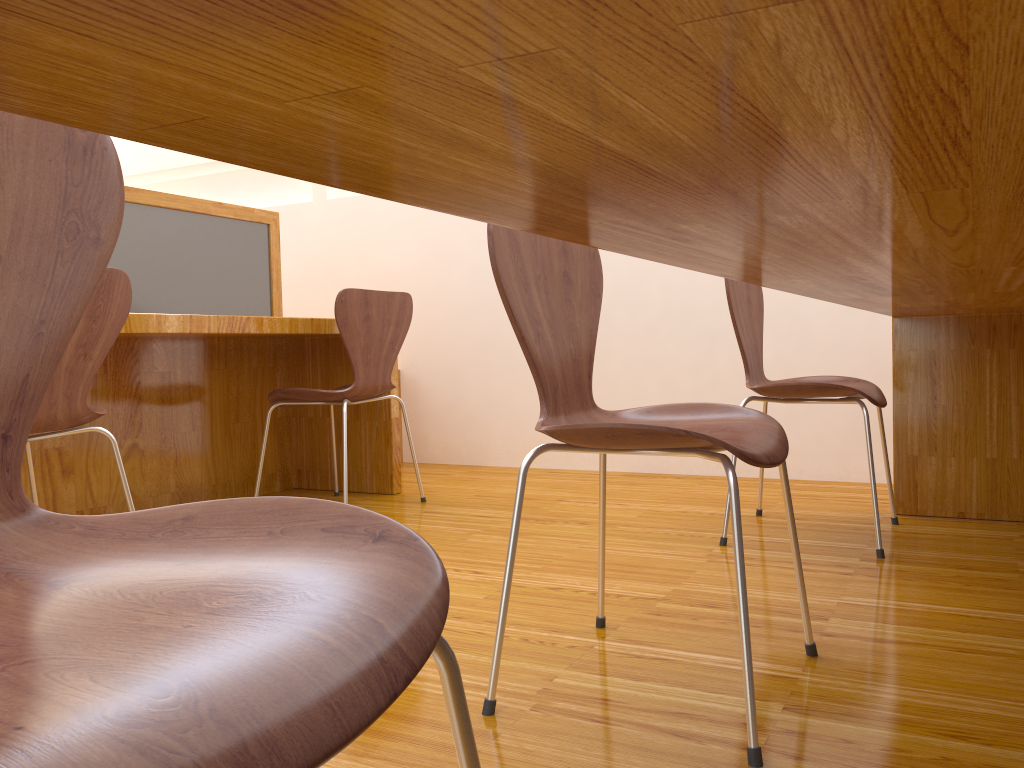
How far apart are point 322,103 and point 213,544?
0.4 meters

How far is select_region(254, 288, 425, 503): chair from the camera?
2.60m

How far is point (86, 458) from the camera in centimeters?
252cm

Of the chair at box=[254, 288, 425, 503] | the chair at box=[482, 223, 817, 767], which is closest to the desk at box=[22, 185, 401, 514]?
the chair at box=[254, 288, 425, 503]

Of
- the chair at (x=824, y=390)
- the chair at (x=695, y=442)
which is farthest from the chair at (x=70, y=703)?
the chair at (x=824, y=390)

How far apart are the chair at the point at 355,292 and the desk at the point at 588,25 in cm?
145

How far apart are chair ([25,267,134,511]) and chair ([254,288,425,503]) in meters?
0.7 m

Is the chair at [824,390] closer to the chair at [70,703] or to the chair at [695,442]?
the chair at [695,442]

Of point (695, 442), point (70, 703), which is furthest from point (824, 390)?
point (70, 703)

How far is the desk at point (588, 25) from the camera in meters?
0.2
